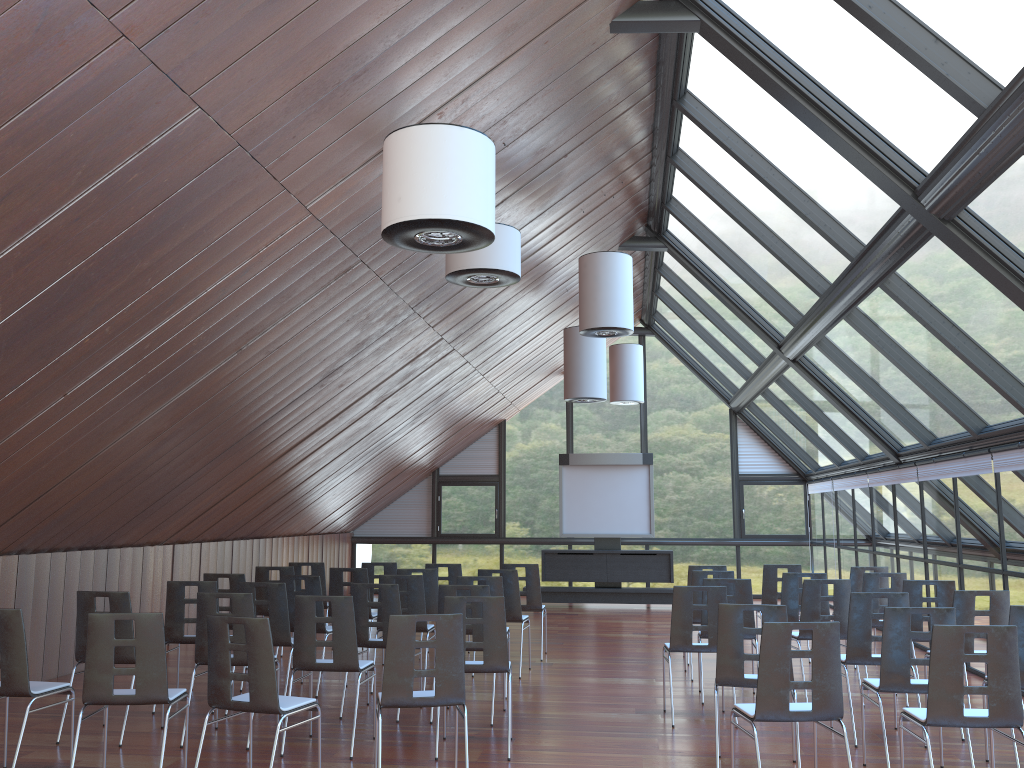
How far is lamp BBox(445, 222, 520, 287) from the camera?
7.6m

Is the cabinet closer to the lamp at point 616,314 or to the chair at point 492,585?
the lamp at point 616,314

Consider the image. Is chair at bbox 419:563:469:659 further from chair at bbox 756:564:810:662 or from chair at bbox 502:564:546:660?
chair at bbox 756:564:810:662

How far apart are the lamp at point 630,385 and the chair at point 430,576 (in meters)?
7.70

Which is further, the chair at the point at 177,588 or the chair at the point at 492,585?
the chair at the point at 492,585

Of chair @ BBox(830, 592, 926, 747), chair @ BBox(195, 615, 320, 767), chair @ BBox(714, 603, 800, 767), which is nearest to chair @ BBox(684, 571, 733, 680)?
chair @ BBox(830, 592, 926, 747)

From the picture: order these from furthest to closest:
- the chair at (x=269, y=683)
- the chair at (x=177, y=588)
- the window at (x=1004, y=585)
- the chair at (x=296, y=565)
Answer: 1. the chair at (x=296, y=565)
2. the window at (x=1004, y=585)
3. the chair at (x=177, y=588)
4. the chair at (x=269, y=683)

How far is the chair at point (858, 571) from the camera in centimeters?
1073cm

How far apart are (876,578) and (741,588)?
1.9 meters

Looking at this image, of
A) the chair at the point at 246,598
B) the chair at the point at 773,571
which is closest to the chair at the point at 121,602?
the chair at the point at 246,598
